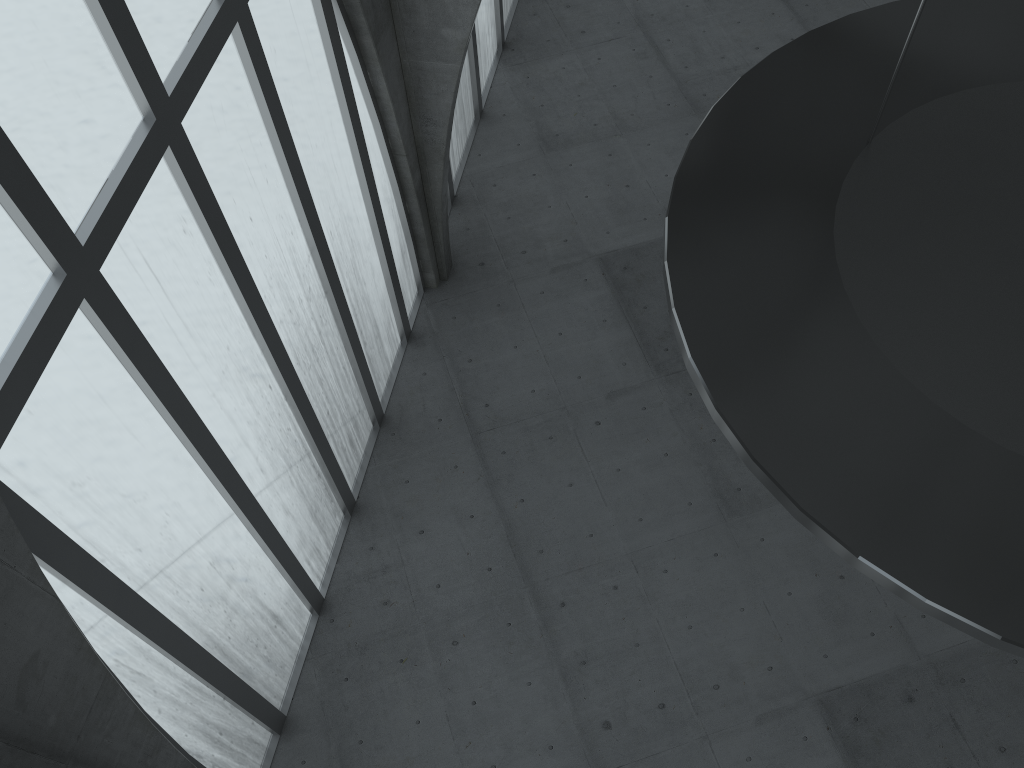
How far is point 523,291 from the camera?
30.4 meters

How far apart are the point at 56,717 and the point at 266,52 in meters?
12.4 m
